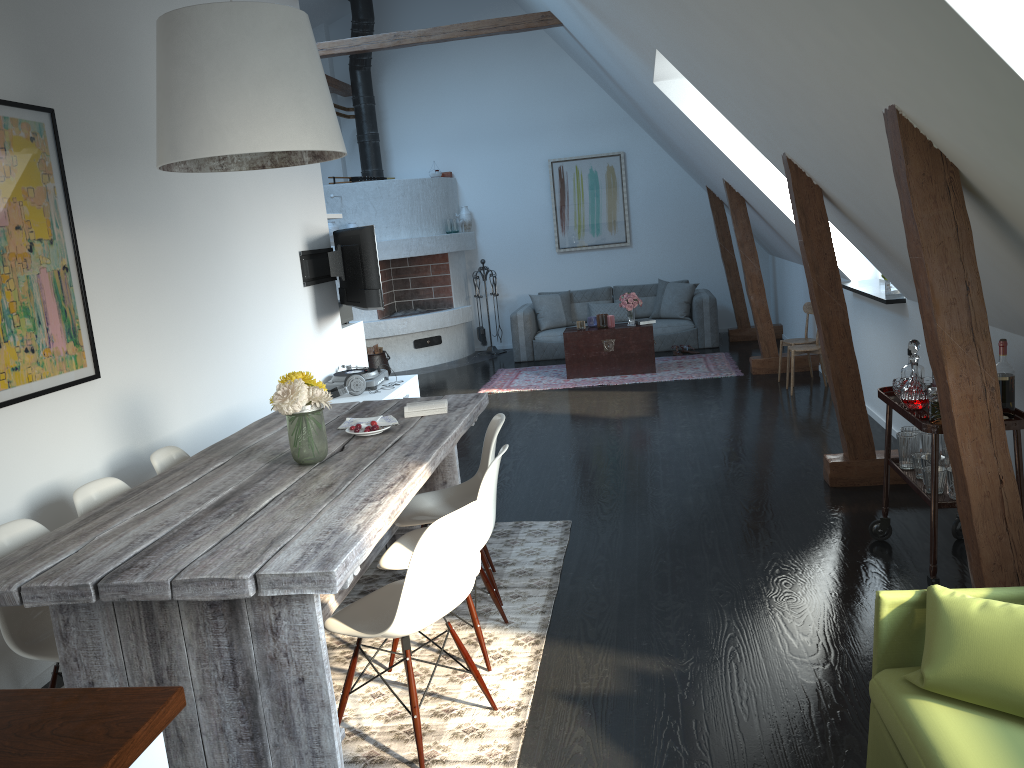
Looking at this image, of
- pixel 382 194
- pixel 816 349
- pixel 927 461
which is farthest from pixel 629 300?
pixel 927 461

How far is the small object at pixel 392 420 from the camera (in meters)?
4.10

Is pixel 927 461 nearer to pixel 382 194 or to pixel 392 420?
pixel 392 420

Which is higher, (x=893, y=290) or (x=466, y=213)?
(x=466, y=213)

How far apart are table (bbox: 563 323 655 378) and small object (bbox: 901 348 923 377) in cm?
510

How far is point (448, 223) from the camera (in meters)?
11.11

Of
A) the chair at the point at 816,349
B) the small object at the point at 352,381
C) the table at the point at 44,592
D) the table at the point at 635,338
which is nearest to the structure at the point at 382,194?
the table at the point at 635,338

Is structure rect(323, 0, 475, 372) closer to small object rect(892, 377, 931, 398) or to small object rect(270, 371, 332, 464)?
small object rect(270, 371, 332, 464)

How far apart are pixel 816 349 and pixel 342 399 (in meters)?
3.88

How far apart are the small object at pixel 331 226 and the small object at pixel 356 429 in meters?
6.9
